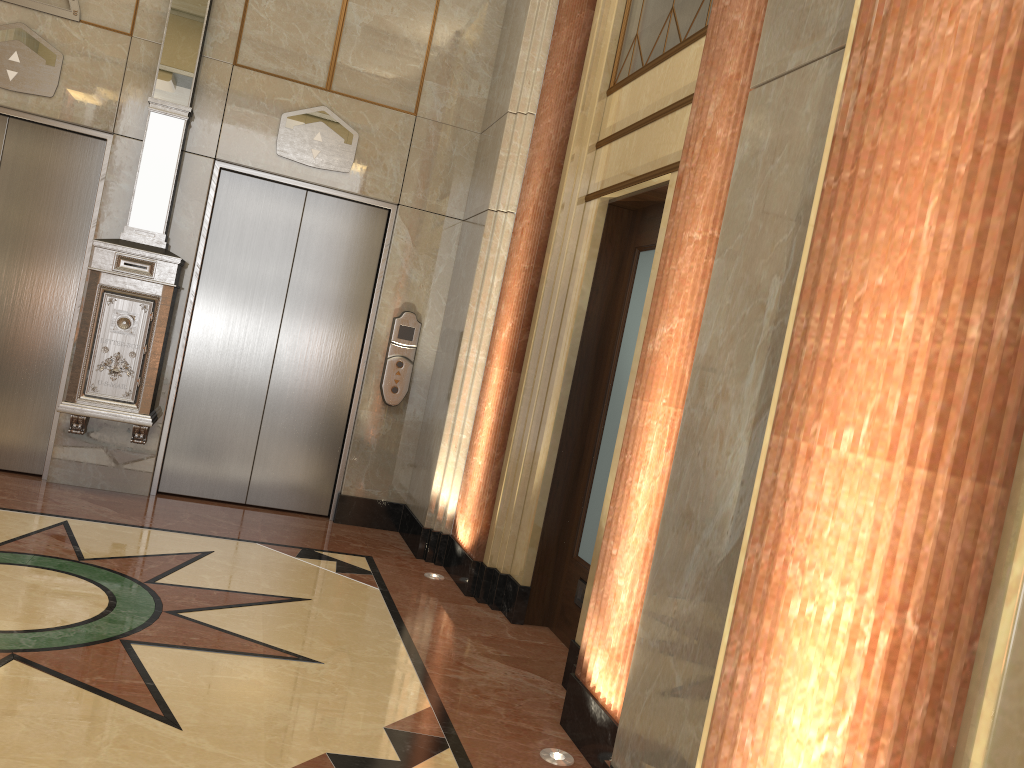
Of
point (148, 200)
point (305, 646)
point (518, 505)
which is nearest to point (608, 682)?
point (305, 646)
